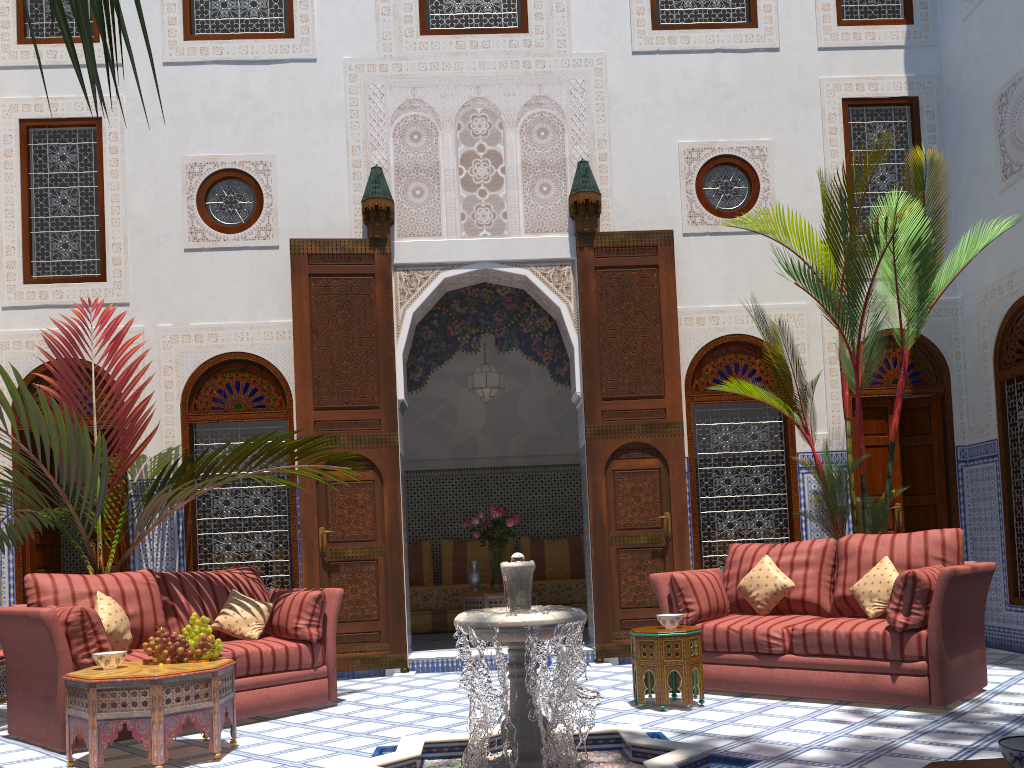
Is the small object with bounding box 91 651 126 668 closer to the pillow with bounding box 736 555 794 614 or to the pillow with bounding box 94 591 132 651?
the pillow with bounding box 94 591 132 651

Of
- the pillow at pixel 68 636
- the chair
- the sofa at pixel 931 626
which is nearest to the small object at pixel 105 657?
the pillow at pixel 68 636

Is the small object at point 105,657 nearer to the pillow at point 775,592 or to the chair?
the chair

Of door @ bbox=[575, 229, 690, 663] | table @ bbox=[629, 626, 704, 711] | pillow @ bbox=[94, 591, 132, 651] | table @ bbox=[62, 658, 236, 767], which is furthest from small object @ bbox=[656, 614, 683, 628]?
pillow @ bbox=[94, 591, 132, 651]

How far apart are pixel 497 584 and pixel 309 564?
1.49m

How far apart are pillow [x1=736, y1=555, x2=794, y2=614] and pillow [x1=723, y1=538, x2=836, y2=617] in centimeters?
6cm

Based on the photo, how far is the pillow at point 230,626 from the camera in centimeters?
391cm

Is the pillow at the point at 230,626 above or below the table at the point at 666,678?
above

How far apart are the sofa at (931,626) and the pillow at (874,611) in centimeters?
2cm

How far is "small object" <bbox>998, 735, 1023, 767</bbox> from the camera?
1.1 meters
